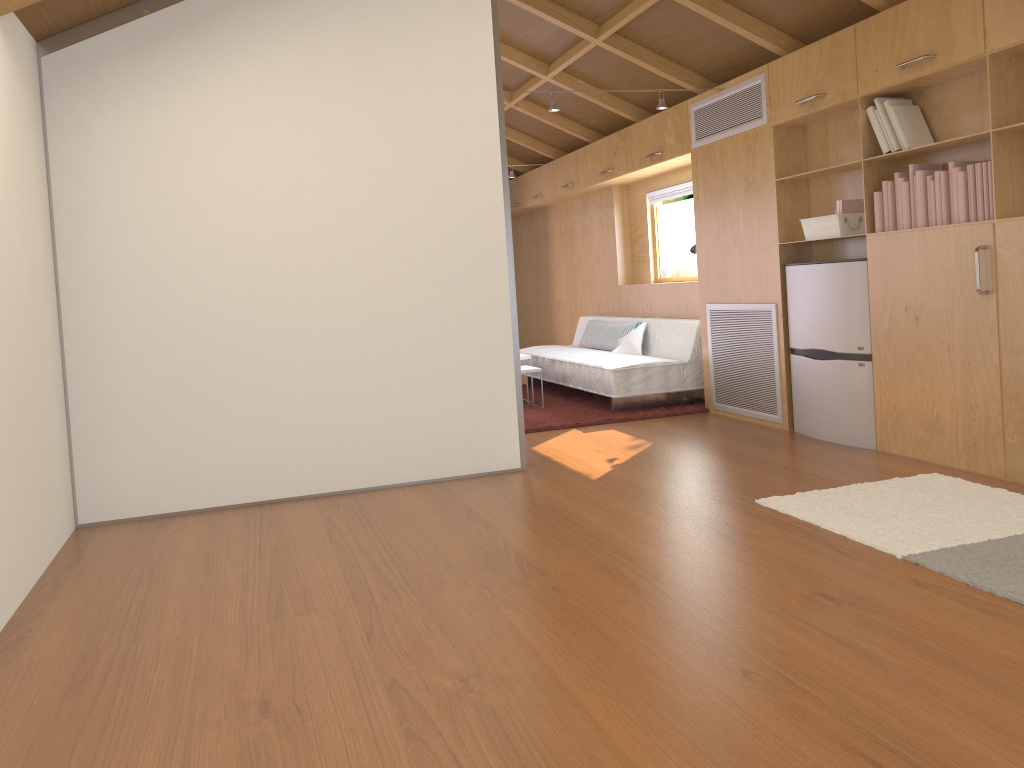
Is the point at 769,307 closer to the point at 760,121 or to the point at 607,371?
the point at 760,121

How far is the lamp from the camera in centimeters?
520cm

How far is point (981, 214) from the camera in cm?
379

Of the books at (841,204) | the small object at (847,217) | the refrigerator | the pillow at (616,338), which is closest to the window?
the pillow at (616,338)

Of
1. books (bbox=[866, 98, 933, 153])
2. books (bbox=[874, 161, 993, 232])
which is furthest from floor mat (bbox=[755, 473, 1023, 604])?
books (bbox=[866, 98, 933, 153])

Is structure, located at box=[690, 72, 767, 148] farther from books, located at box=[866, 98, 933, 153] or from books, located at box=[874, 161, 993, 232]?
books, located at box=[874, 161, 993, 232]

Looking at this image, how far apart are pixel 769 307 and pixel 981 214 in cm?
161

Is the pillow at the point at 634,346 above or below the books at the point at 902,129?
below

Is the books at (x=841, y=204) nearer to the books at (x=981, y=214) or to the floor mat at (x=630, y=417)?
the books at (x=981, y=214)

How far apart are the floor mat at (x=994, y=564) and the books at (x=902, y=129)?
1.6 meters
